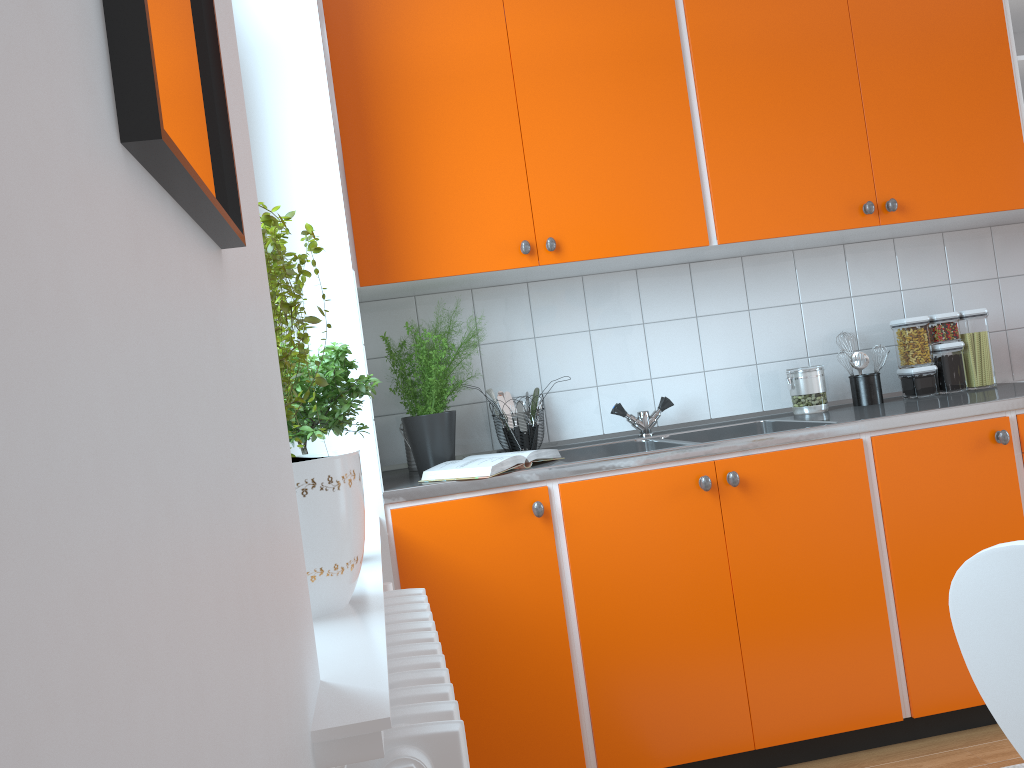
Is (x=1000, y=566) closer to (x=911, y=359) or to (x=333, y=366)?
(x=333, y=366)

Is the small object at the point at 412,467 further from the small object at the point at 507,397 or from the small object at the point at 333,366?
the small object at the point at 333,366

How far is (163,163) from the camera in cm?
39

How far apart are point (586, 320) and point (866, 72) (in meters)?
1.15

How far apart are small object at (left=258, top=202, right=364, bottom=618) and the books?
0.85m

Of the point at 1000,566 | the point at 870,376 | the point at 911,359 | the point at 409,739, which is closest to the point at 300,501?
the point at 409,739

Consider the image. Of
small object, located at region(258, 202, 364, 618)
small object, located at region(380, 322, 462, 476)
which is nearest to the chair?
small object, located at region(258, 202, 364, 618)

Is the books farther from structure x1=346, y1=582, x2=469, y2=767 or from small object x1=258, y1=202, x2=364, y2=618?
small object x1=258, y1=202, x2=364, y2=618

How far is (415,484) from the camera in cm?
223

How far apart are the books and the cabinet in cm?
6
